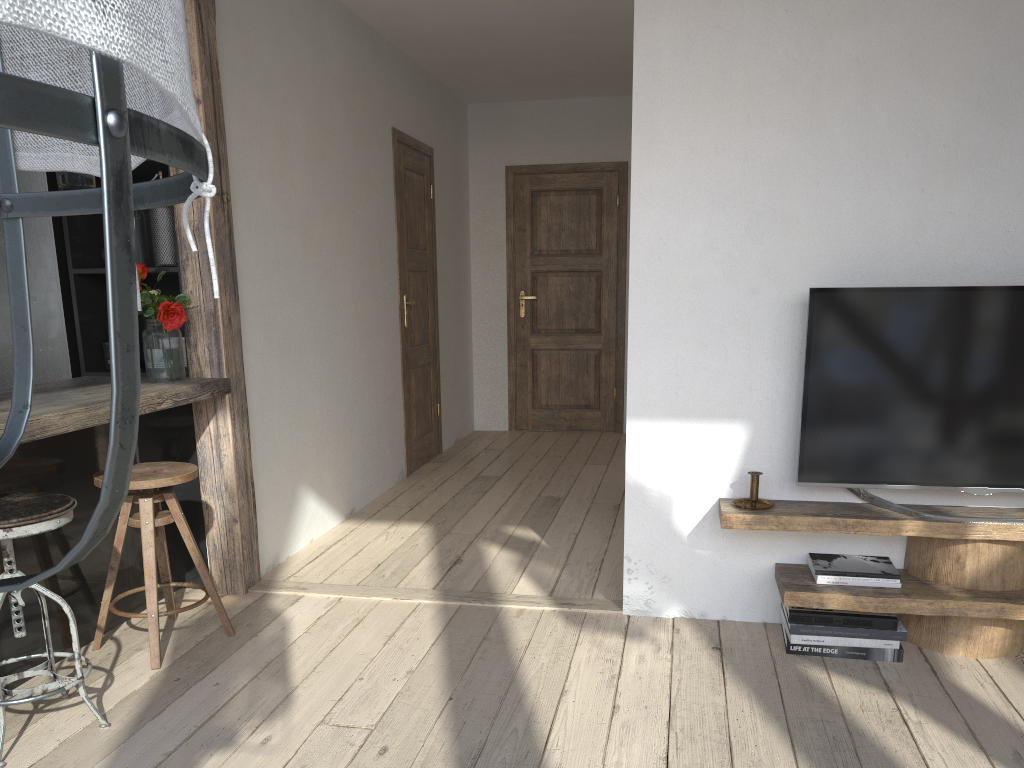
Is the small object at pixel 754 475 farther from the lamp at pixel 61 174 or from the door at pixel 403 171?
the door at pixel 403 171

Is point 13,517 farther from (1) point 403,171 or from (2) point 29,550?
(1) point 403,171

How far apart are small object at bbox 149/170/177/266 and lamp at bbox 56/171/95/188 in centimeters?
54cm

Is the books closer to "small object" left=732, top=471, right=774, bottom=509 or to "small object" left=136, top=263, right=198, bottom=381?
"small object" left=732, top=471, right=774, bottom=509

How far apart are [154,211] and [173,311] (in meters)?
0.47

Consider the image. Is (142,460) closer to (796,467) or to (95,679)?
(95,679)

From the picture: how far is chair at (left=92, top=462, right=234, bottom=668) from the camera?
2.73m

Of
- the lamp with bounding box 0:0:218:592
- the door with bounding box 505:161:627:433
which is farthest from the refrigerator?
the door with bounding box 505:161:627:433

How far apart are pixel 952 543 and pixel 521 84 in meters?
4.7 m

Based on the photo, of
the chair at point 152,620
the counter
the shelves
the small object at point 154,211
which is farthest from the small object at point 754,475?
the small object at point 154,211
